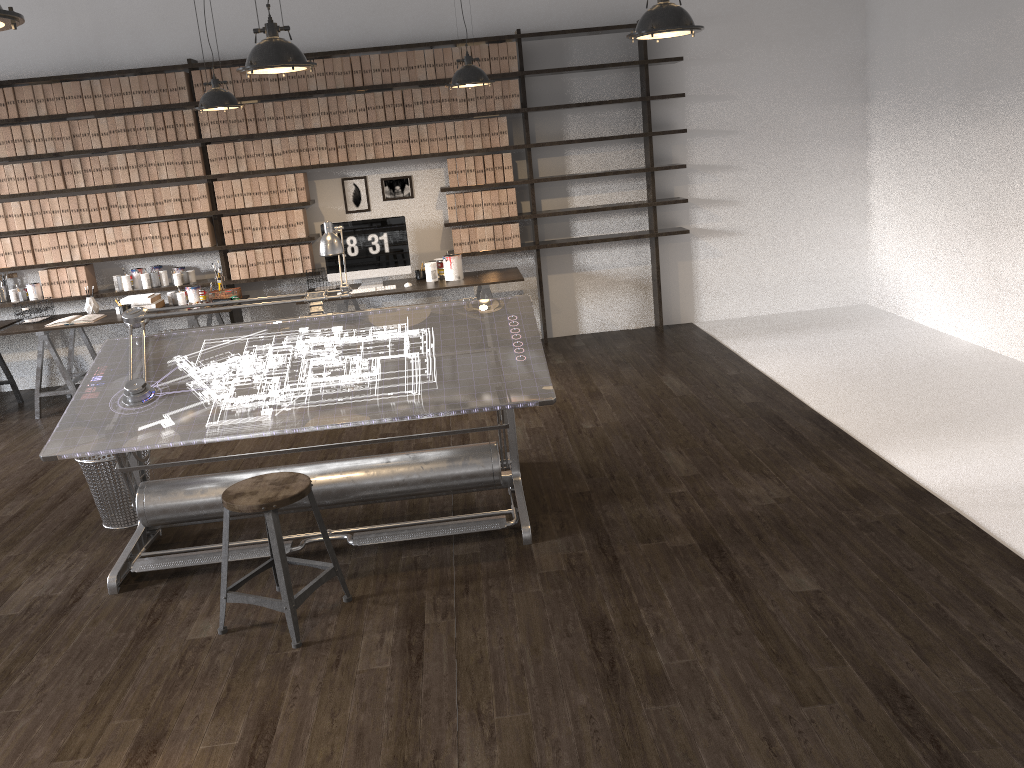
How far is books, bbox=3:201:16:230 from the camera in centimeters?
668cm

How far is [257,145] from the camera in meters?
6.7 m

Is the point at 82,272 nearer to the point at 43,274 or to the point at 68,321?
the point at 43,274

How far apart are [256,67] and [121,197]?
3.96m

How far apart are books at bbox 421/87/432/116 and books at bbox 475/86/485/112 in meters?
0.4

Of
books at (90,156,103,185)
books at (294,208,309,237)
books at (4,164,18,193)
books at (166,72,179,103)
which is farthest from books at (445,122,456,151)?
books at (4,164,18,193)

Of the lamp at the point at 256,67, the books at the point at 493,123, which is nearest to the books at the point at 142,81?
the books at the point at 493,123

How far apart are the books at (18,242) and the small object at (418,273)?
3.03m

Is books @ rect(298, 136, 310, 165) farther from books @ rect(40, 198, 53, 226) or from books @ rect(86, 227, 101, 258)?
books @ rect(40, 198, 53, 226)

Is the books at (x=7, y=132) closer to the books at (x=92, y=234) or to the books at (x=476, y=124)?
the books at (x=92, y=234)
